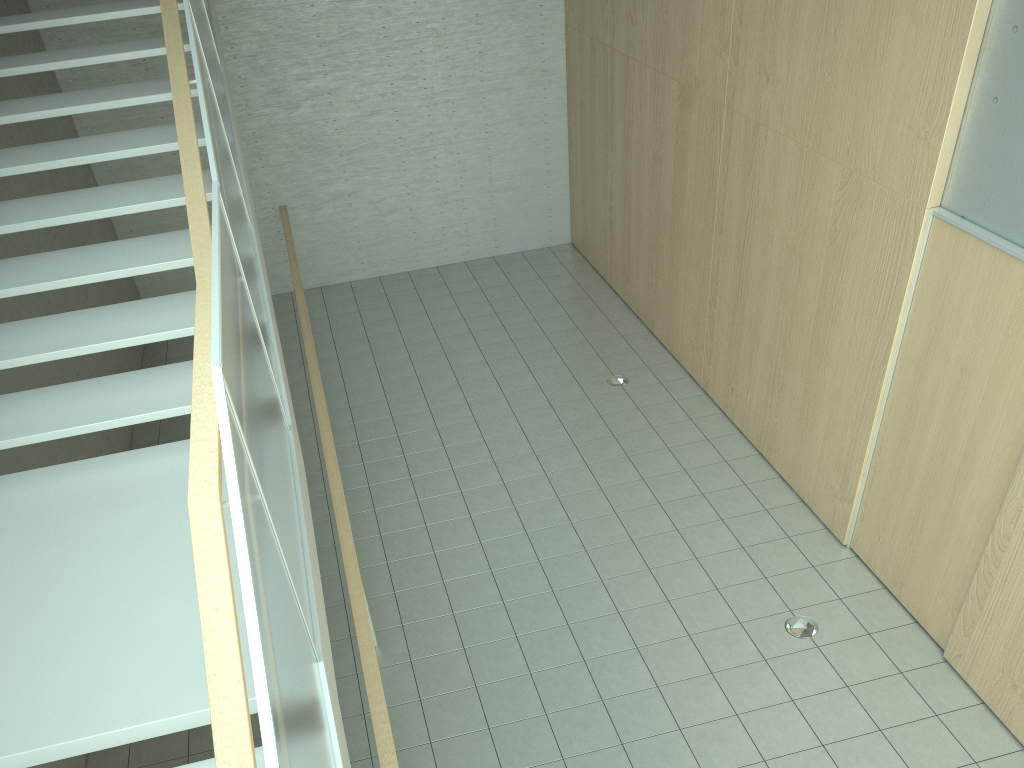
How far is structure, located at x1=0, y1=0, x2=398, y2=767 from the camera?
2.0 meters

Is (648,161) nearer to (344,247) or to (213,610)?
(344,247)

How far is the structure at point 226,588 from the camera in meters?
2.0

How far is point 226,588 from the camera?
2.0m
